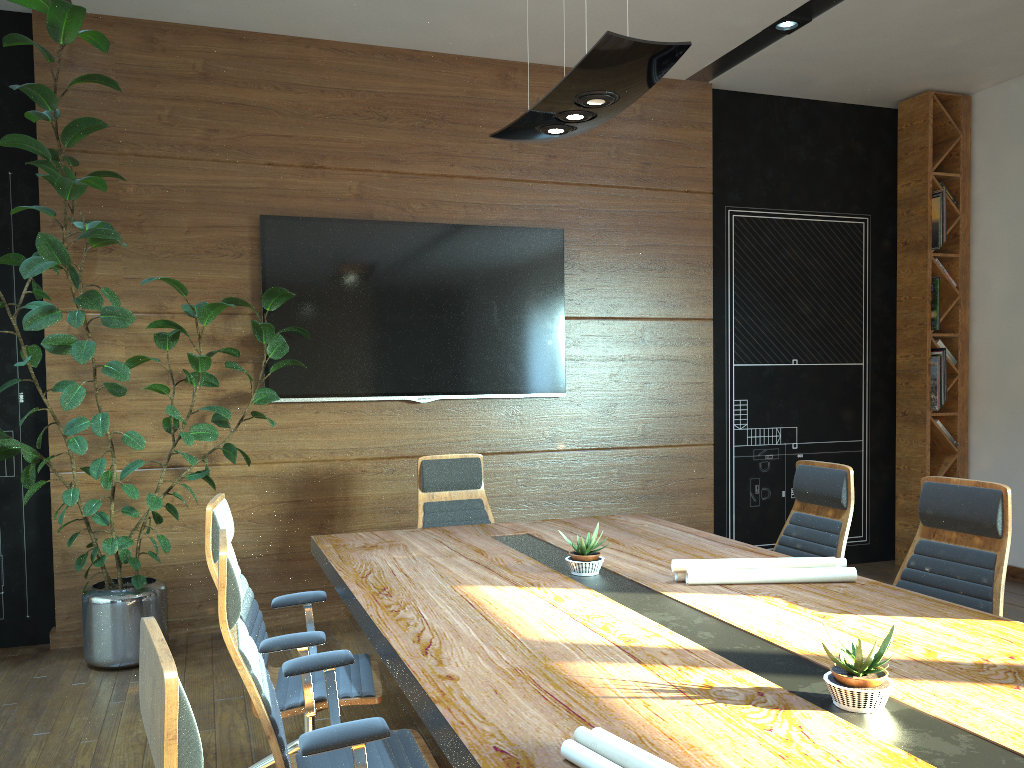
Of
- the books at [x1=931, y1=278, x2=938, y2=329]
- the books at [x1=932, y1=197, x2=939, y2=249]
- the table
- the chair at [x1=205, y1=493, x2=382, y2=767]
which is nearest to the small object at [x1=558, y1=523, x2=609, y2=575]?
the table

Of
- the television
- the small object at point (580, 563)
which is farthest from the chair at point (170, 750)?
the television

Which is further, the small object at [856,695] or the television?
the television

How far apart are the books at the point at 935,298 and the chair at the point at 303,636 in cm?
524

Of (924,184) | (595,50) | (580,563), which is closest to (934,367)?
(924,184)

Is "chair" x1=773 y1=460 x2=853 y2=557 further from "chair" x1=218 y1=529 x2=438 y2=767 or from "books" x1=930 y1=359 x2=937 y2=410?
"books" x1=930 y1=359 x2=937 y2=410

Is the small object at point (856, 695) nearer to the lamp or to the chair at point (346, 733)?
the chair at point (346, 733)

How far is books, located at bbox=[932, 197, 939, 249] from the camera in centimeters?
678cm

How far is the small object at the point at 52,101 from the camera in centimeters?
397cm

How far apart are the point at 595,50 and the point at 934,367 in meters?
5.0
